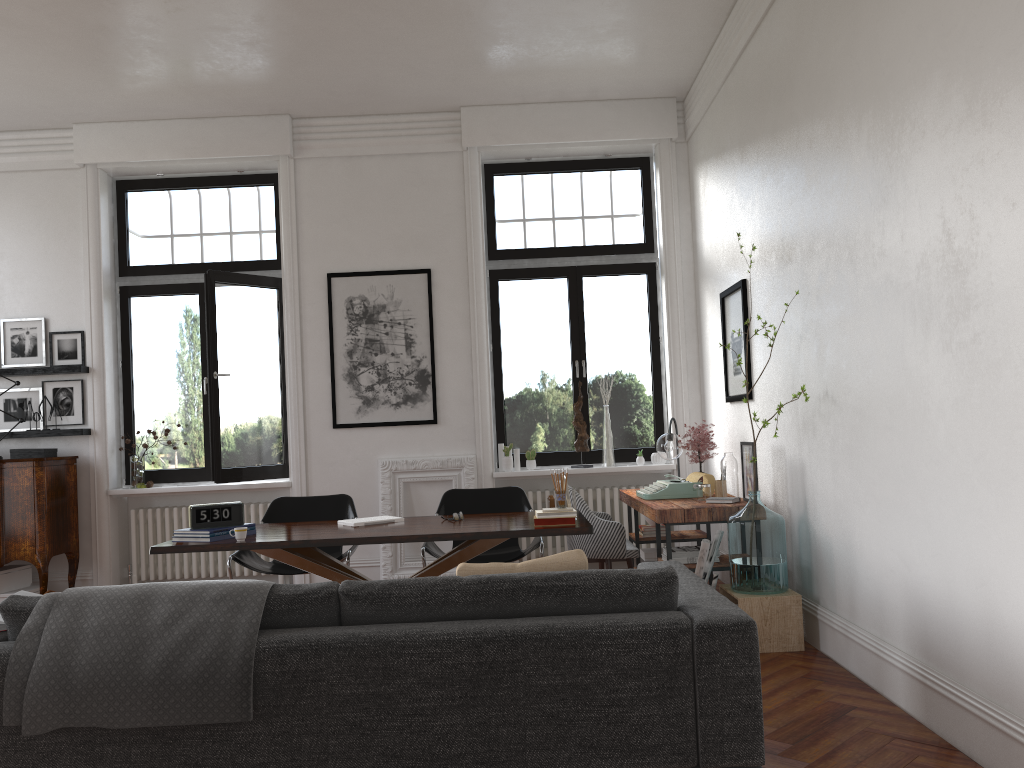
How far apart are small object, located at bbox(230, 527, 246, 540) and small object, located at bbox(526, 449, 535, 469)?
3.5m

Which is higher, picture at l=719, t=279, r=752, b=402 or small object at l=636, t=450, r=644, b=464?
picture at l=719, t=279, r=752, b=402

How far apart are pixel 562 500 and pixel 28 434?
5.03m

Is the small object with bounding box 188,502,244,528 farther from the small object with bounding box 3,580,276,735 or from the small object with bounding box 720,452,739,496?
the small object with bounding box 720,452,739,496

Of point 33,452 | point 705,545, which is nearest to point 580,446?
point 705,545

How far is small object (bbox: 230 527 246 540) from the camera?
4.50m

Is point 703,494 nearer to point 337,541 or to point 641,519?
point 641,519

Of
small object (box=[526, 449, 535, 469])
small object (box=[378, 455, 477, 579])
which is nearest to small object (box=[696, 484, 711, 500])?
small object (box=[526, 449, 535, 469])

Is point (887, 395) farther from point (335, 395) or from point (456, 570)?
point (335, 395)

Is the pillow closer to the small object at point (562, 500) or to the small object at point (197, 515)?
the small object at point (562, 500)
